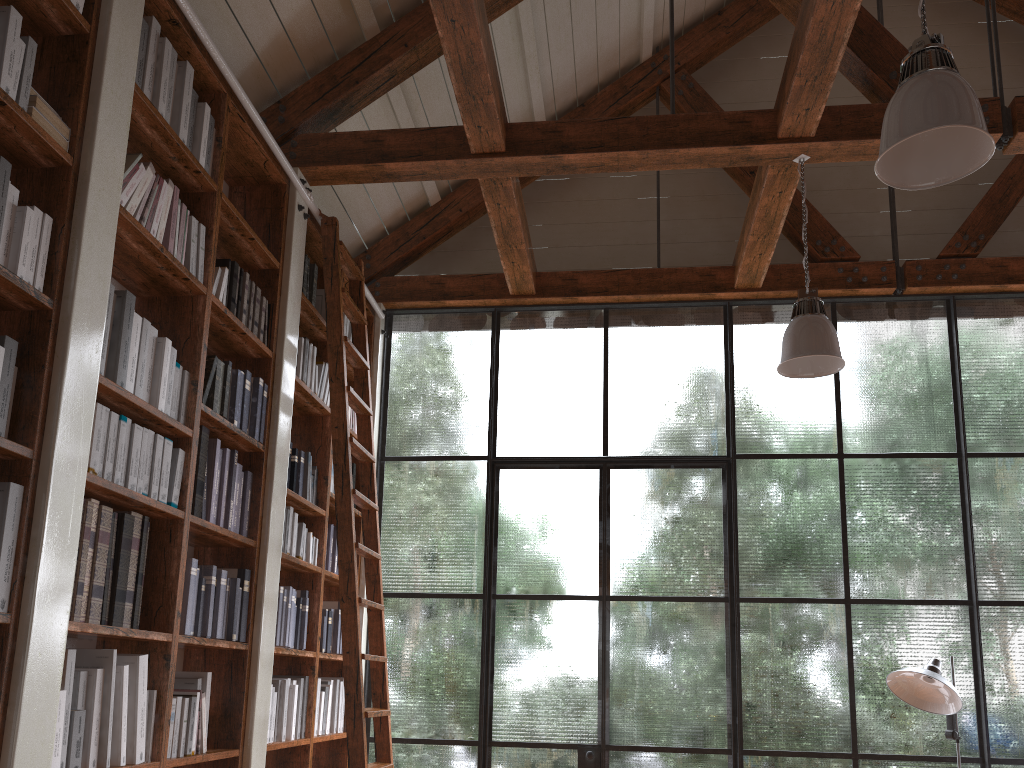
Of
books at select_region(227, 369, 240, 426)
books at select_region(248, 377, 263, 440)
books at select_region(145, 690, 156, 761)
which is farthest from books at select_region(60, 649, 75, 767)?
books at select_region(248, 377, 263, 440)

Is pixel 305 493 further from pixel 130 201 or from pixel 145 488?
pixel 130 201

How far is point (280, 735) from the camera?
4.01m

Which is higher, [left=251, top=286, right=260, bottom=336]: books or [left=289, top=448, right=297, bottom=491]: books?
[left=251, top=286, right=260, bottom=336]: books

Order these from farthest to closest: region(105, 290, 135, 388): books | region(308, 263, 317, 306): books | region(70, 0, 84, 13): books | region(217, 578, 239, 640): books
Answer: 1. region(308, 263, 317, 306): books
2. region(217, 578, 239, 640): books
3. region(105, 290, 135, 388): books
4. region(70, 0, 84, 13): books

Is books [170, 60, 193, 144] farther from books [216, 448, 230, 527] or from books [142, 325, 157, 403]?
books [216, 448, 230, 527]

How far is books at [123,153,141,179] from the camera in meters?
3.0 m

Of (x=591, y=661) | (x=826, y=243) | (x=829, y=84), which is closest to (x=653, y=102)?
(x=826, y=243)

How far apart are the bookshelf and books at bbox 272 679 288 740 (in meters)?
0.06

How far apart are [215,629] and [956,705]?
3.37m
